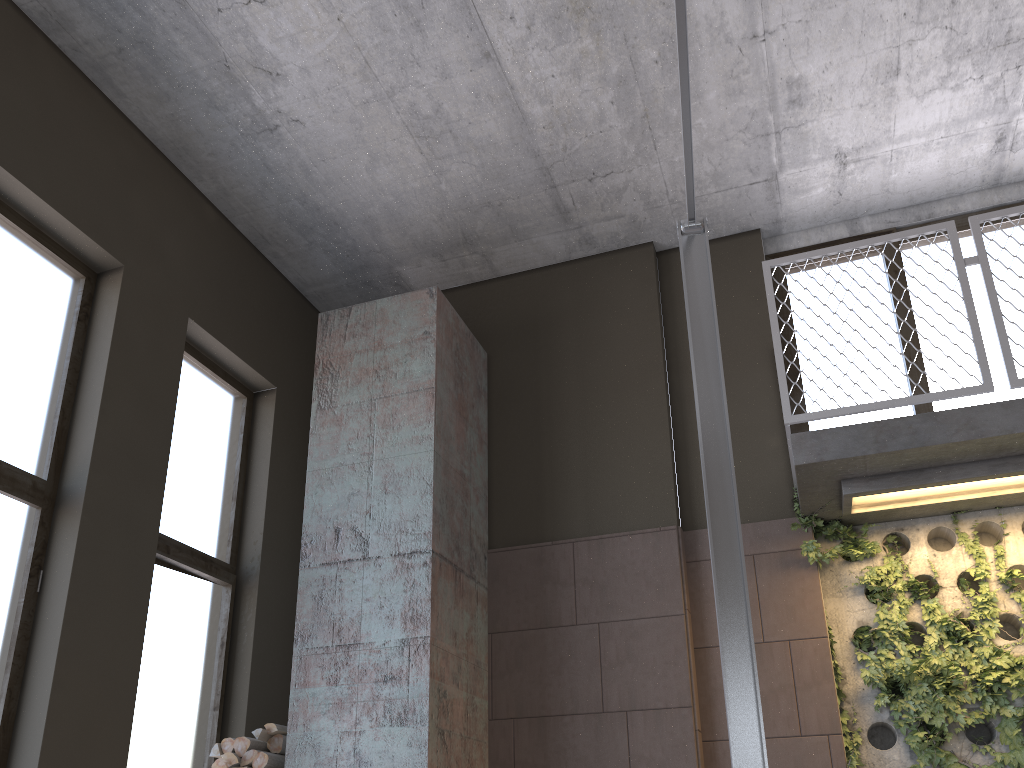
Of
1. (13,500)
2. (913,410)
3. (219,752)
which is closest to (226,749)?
(219,752)

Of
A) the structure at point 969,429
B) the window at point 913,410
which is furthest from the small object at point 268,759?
the window at point 913,410

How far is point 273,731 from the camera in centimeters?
444cm

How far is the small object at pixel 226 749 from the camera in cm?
440

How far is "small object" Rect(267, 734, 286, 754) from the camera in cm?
444

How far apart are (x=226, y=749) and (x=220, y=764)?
0.1m

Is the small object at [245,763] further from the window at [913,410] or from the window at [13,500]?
the window at [913,410]

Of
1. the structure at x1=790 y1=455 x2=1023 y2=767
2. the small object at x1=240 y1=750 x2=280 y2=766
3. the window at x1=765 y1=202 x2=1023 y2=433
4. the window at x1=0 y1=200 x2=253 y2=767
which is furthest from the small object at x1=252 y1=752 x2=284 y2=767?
the window at x1=765 y1=202 x2=1023 y2=433

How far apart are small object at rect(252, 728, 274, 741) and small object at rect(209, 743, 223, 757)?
0.2m

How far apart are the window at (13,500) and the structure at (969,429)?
3.2 meters
